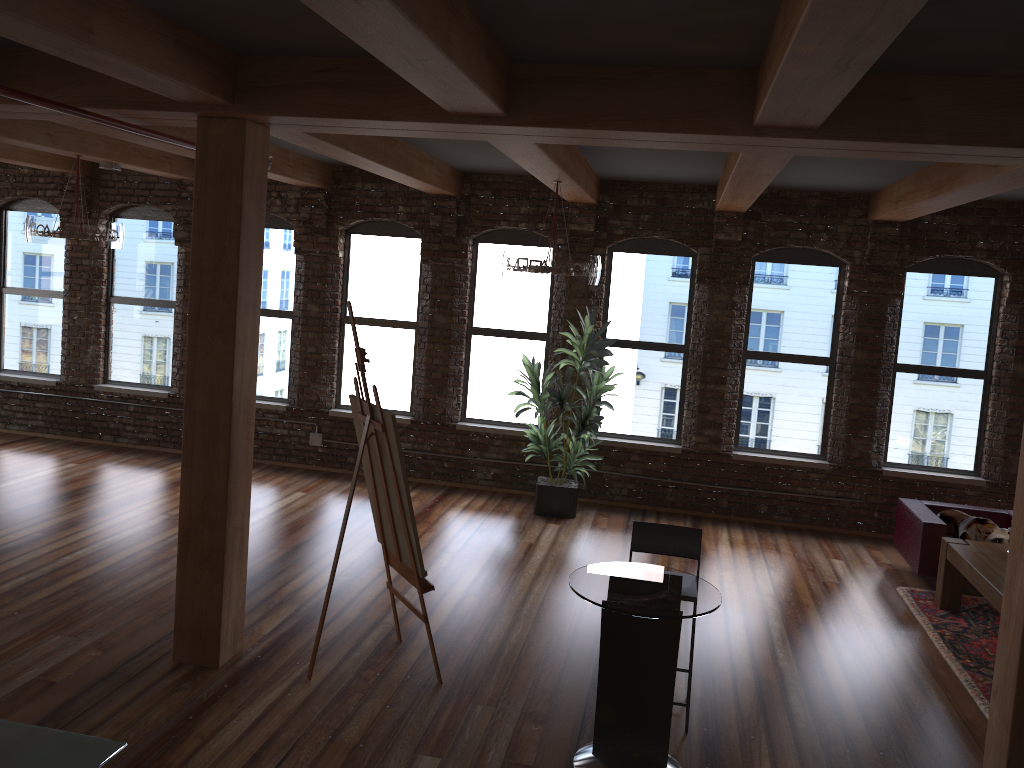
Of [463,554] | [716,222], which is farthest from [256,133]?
[716,222]

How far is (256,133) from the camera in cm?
486

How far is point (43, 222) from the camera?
7.6m

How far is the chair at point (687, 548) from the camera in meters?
5.1

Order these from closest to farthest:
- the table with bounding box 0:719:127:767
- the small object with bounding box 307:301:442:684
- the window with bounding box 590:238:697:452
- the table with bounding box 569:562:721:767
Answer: the table with bounding box 0:719:127:767, the table with bounding box 569:562:721:767, the small object with bounding box 307:301:442:684, the window with bounding box 590:238:697:452

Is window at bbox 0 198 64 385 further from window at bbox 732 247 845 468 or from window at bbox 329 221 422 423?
window at bbox 732 247 845 468

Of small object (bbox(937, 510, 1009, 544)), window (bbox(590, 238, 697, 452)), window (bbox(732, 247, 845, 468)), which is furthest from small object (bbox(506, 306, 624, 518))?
small object (bbox(937, 510, 1009, 544))

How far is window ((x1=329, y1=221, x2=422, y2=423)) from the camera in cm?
978

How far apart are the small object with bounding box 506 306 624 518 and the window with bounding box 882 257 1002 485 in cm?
286

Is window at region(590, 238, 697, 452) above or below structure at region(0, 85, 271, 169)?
below
